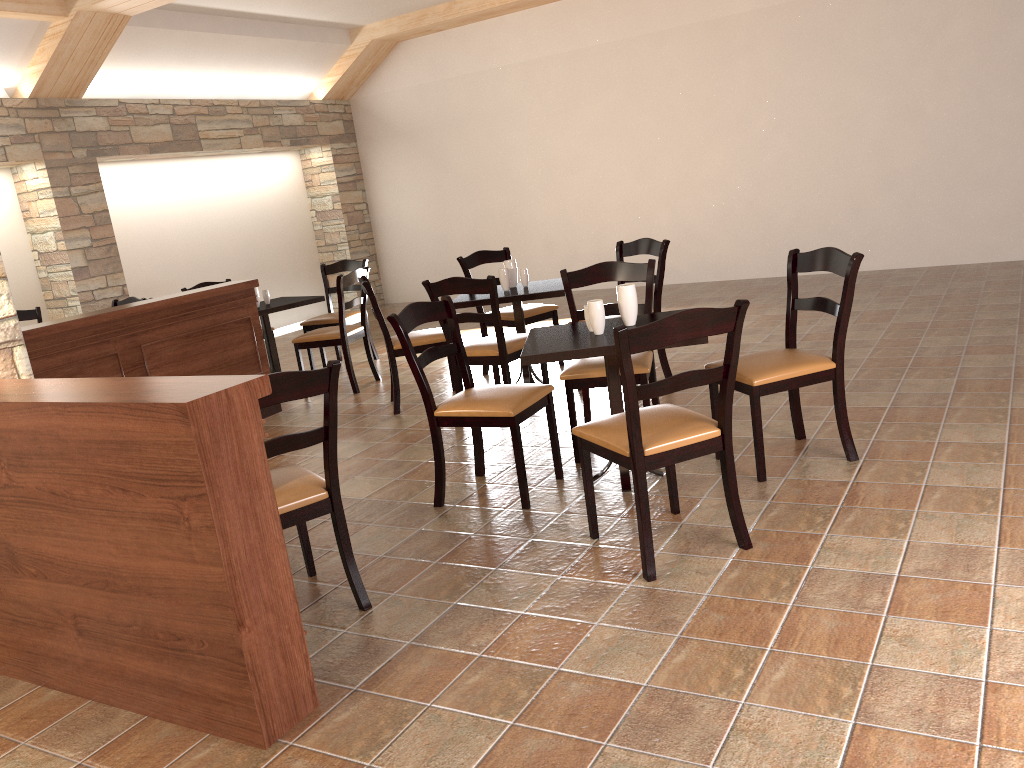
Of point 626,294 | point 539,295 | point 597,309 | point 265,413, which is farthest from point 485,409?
point 539,295

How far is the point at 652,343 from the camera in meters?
2.7

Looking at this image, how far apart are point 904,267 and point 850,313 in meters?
5.4 m

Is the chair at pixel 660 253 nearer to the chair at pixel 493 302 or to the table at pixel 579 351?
the chair at pixel 493 302

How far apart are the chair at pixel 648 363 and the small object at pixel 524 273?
1.20m

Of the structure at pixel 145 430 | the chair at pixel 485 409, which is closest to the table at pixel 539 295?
the chair at pixel 485 409

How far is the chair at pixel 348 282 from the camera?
6.15m

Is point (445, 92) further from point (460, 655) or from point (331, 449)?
point (460, 655)

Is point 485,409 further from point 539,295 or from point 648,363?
point 539,295

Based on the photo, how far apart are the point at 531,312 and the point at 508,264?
0.5 meters
